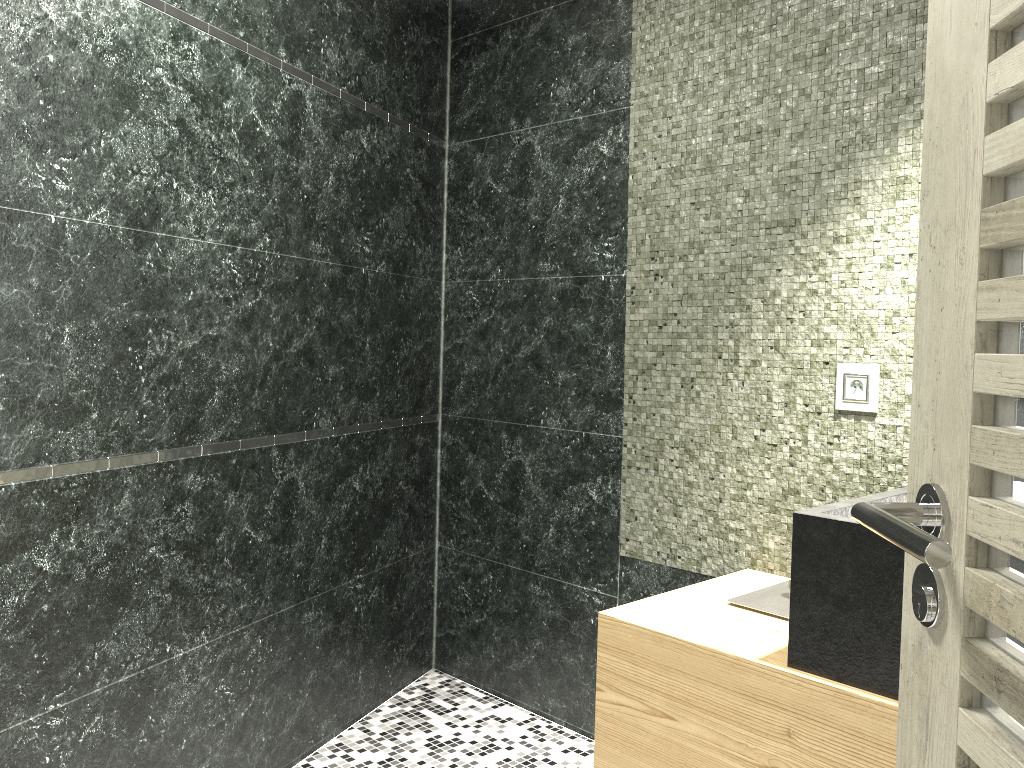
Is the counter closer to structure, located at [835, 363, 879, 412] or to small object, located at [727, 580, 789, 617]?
small object, located at [727, 580, 789, 617]

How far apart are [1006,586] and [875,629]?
1.00m

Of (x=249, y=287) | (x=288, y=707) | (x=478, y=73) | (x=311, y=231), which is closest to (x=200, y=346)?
(x=249, y=287)

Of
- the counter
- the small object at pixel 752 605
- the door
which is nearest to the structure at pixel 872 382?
the counter

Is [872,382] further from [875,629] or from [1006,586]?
[1006,586]

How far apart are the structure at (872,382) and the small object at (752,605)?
0.50m

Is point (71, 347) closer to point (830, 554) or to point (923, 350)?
point (830, 554)

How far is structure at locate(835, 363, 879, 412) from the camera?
2.2 meters

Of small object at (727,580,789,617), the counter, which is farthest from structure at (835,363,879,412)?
small object at (727,580,789,617)

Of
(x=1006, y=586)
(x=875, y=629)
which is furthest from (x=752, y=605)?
(x=1006, y=586)
